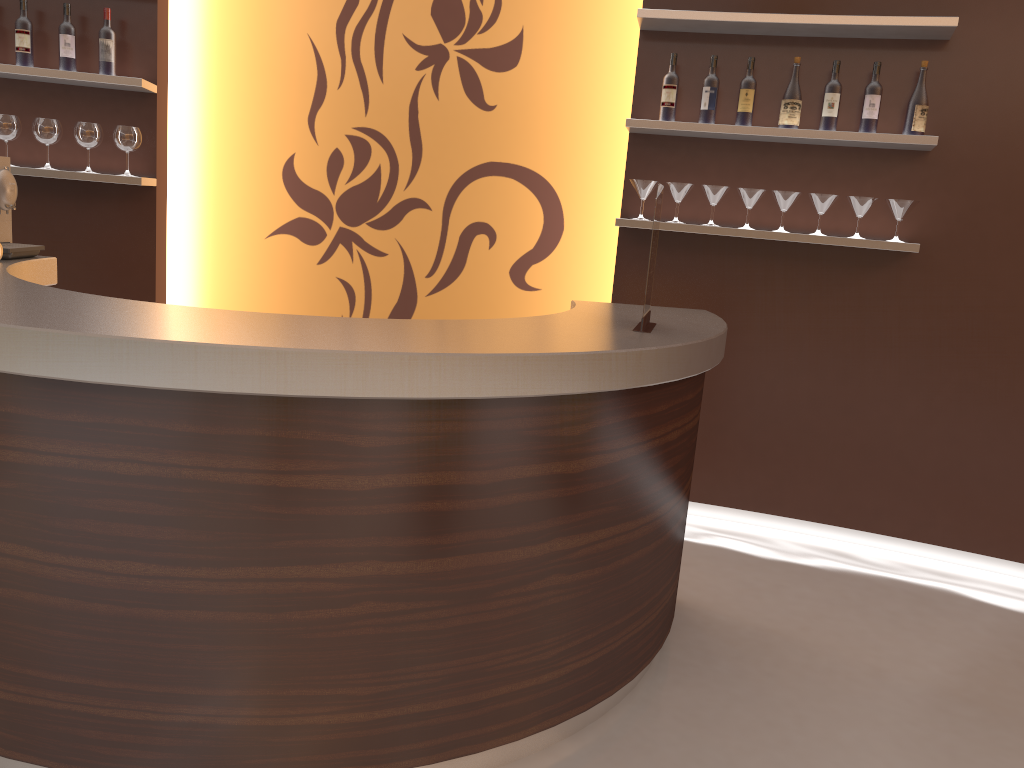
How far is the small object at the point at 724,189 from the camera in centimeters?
385cm

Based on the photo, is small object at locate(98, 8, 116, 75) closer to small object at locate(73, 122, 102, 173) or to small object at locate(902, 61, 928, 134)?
small object at locate(73, 122, 102, 173)

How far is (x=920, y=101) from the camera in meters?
3.6

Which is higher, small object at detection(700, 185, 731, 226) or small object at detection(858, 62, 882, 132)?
small object at detection(858, 62, 882, 132)

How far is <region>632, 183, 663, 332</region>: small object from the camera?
2.5m

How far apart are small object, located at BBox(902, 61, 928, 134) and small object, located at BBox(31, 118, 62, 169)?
3.6 meters

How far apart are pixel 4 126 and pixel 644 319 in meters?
3.1 m

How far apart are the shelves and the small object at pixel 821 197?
0.2m

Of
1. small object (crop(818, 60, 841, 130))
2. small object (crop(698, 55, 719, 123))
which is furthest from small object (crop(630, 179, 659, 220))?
small object (crop(818, 60, 841, 130))

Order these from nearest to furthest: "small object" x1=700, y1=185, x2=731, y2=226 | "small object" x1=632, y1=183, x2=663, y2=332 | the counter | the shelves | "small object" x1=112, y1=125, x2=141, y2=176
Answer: the counter < "small object" x1=632, y1=183, x2=663, y2=332 < the shelves < "small object" x1=700, y1=185, x2=731, y2=226 < "small object" x1=112, y1=125, x2=141, y2=176
